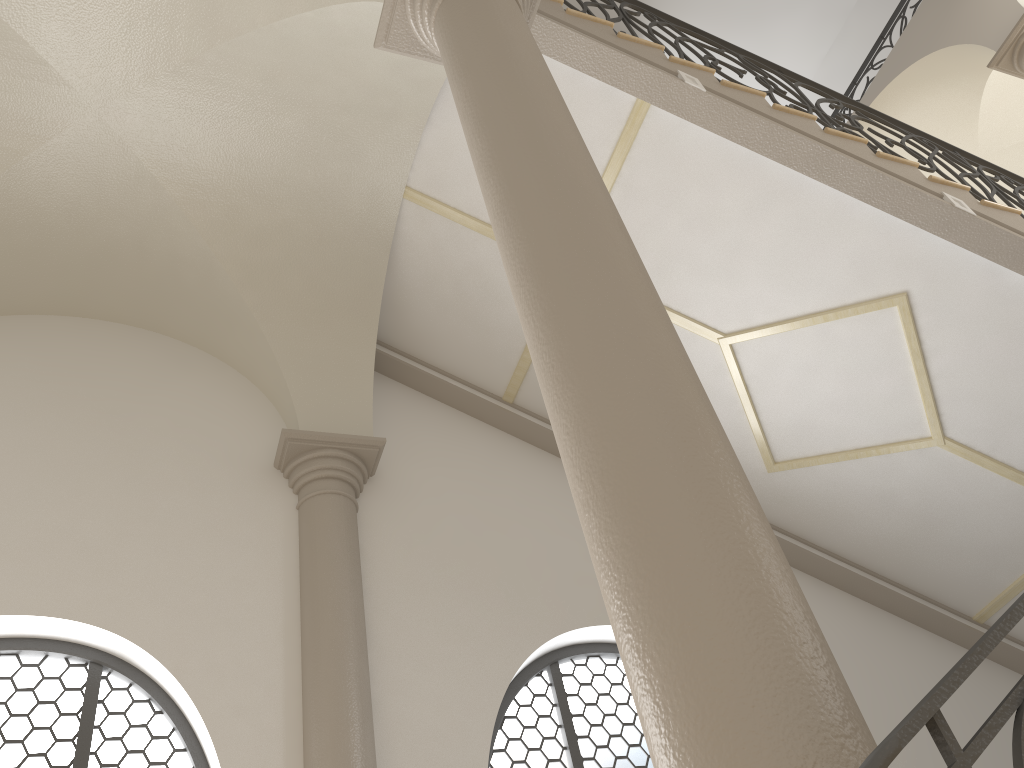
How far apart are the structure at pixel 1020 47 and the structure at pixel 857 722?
6.50m

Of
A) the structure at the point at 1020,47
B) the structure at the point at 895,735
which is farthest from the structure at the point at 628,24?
A: the structure at the point at 895,735

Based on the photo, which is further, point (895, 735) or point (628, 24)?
point (628, 24)

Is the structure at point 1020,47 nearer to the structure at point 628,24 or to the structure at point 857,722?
the structure at point 628,24

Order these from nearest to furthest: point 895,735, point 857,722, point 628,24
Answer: point 895,735 < point 857,722 < point 628,24

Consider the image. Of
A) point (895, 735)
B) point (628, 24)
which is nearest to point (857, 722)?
point (895, 735)

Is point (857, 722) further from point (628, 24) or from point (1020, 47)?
point (1020, 47)

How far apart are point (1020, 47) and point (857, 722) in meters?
8.9 m

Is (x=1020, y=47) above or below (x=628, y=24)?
above

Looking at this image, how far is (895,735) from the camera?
1.2m
